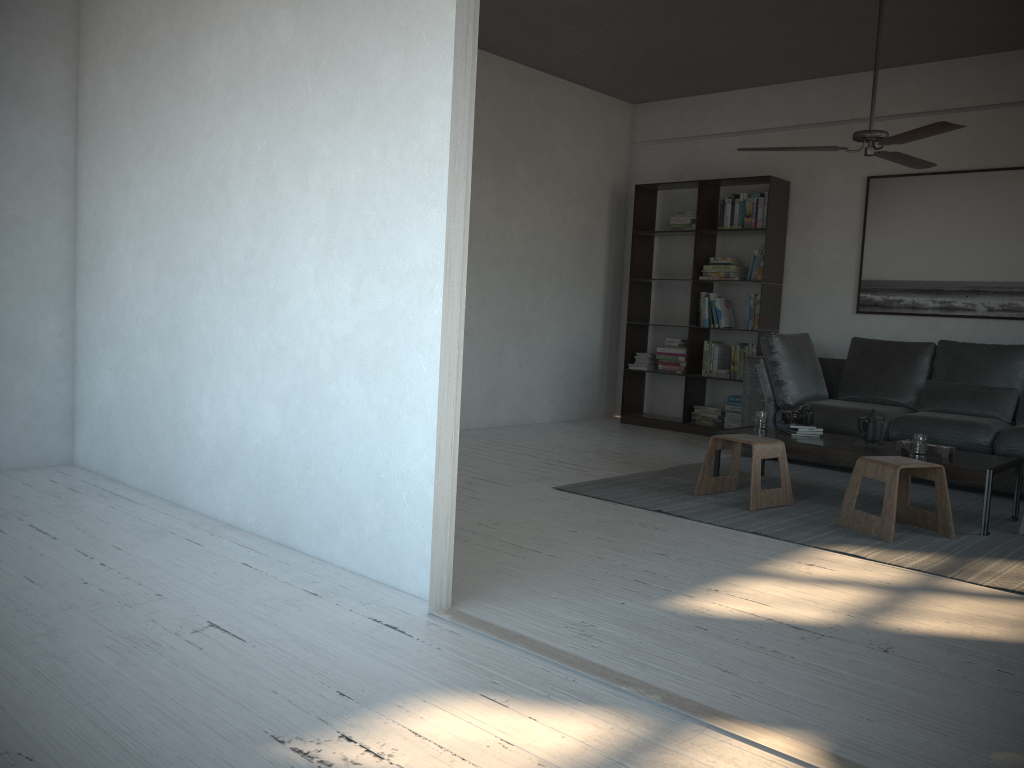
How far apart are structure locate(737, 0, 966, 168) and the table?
1.54m

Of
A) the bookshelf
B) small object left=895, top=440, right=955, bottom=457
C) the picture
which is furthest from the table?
the picture

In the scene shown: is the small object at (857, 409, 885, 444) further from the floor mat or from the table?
the floor mat

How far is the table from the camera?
4.18m

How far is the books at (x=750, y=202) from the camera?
7.1m

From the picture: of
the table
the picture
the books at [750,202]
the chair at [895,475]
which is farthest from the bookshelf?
the chair at [895,475]

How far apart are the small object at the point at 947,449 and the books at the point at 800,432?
0.5m

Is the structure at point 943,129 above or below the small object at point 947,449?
above

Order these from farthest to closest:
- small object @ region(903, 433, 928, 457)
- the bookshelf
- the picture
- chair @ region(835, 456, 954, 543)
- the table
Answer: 1. the bookshelf
2. the picture
3. small object @ region(903, 433, 928, 457)
4. the table
5. chair @ region(835, 456, 954, 543)

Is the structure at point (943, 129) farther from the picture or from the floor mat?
the floor mat
